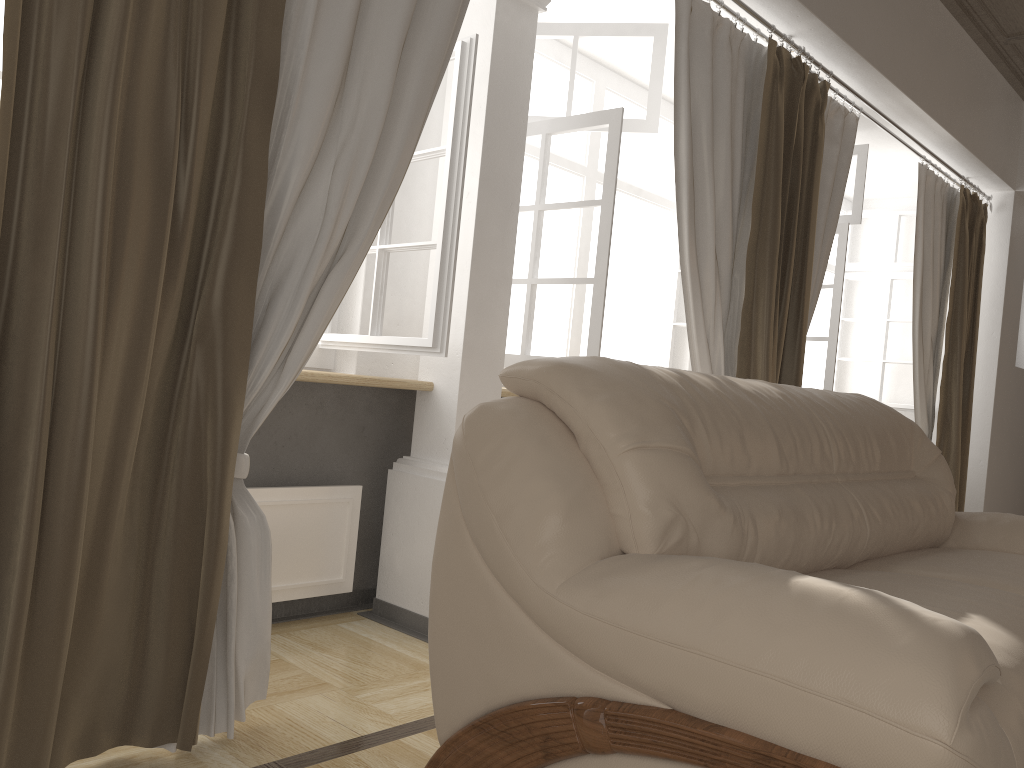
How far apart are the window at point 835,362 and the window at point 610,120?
0.76m

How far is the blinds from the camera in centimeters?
151cm

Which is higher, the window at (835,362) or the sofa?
the window at (835,362)

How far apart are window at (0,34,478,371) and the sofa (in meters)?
0.65

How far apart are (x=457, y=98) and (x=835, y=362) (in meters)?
2.76

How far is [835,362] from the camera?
4.5 meters

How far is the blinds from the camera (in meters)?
1.51

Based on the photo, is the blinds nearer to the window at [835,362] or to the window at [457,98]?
the window at [457,98]

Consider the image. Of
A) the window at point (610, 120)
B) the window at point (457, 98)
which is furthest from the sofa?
the window at point (610, 120)

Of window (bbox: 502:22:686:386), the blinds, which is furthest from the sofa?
window (bbox: 502:22:686:386)
